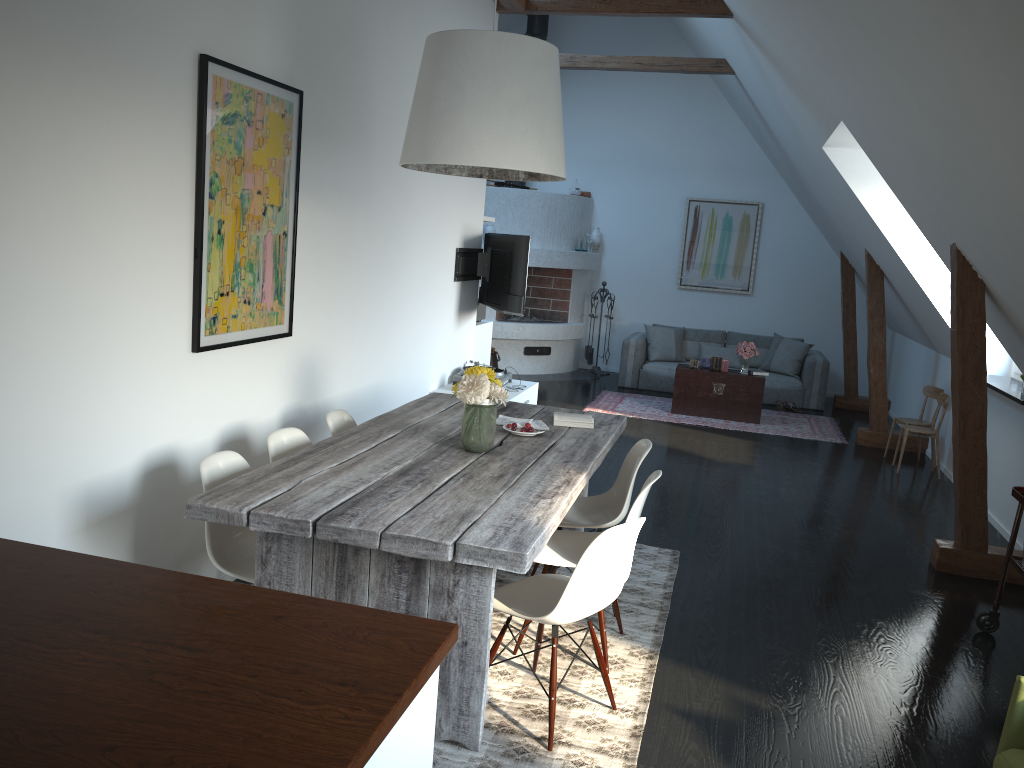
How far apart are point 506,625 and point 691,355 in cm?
843

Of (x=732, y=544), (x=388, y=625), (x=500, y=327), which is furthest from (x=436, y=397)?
(x=500, y=327)

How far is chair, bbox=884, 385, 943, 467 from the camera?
7.8m

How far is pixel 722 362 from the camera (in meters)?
9.32

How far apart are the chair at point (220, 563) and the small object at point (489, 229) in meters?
7.7

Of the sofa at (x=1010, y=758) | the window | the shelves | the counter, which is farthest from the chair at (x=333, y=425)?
the window

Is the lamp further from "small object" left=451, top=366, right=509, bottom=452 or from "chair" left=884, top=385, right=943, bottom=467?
"chair" left=884, top=385, right=943, bottom=467

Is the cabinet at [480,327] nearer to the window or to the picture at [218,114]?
the picture at [218,114]

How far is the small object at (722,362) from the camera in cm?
932

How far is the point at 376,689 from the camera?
1.51m
